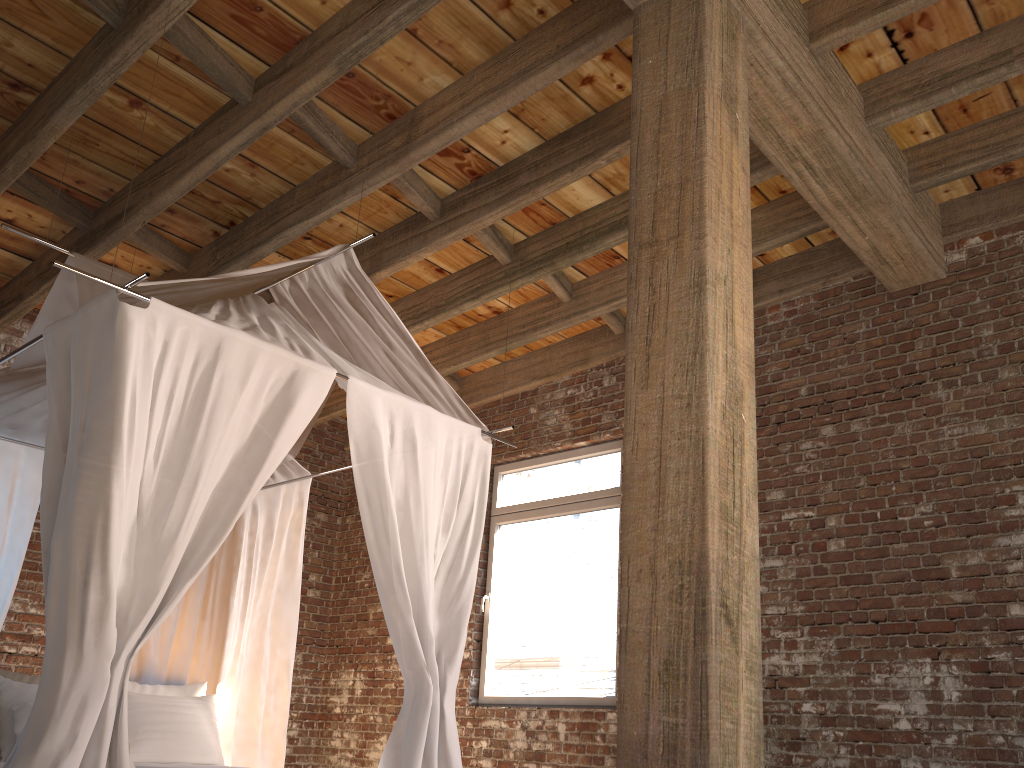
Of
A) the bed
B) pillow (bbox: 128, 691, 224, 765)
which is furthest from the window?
pillow (bbox: 128, 691, 224, 765)

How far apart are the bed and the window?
1.74m

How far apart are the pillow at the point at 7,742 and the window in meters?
2.9

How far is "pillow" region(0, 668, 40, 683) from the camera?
4.5m

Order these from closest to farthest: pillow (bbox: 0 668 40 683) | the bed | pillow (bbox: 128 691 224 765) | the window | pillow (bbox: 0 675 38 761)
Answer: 1. the bed
2. pillow (bbox: 0 675 38 761)
3. pillow (bbox: 0 668 40 683)
4. pillow (bbox: 128 691 224 765)
5. the window

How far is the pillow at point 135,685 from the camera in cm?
491

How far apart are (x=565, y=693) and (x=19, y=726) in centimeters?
311cm

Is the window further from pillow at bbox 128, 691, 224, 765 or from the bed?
pillow at bbox 128, 691, 224, 765

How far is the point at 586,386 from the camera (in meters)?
6.33

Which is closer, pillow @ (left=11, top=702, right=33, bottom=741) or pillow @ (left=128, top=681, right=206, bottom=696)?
pillow @ (left=11, top=702, right=33, bottom=741)
